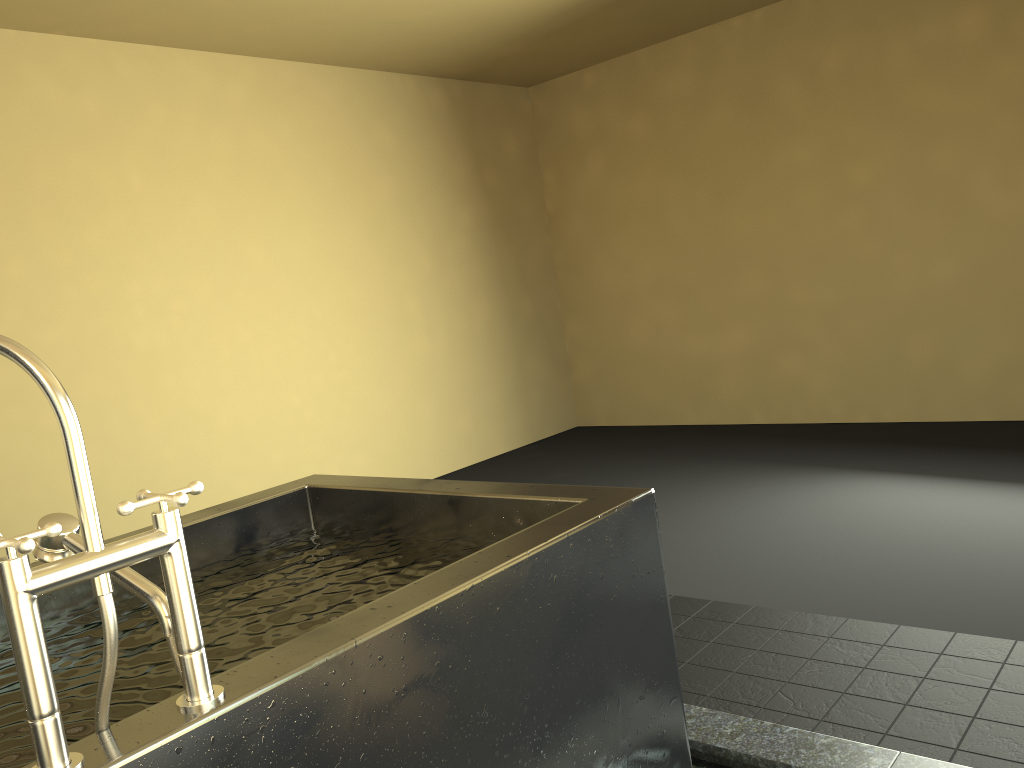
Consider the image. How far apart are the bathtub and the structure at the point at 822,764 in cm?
30

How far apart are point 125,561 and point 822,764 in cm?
154

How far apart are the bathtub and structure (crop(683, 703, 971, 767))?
0.3m

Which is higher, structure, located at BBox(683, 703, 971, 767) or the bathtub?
the bathtub

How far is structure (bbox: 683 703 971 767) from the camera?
1.9 meters

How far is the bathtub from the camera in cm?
96

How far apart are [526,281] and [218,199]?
2.6m

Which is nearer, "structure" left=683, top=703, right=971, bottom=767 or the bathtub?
the bathtub

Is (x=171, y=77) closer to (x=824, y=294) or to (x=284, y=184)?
(x=284, y=184)

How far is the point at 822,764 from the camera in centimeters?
187cm
